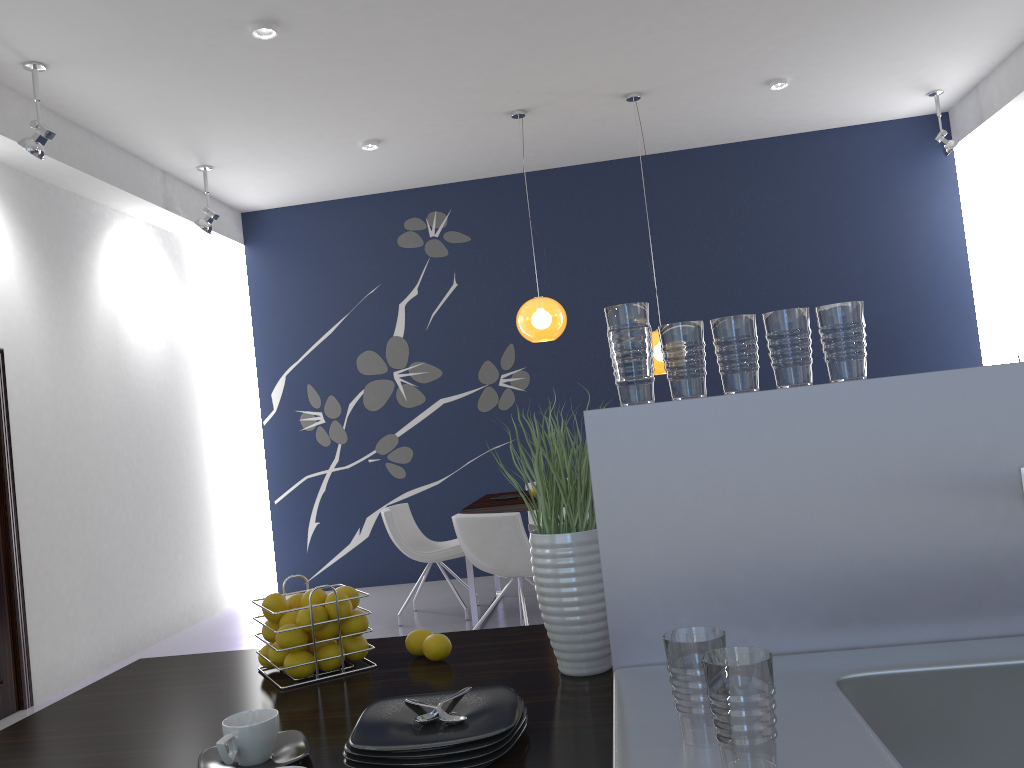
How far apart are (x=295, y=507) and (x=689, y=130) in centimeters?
471cm

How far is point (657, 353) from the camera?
6.0m

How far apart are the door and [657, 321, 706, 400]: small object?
4.9 meters

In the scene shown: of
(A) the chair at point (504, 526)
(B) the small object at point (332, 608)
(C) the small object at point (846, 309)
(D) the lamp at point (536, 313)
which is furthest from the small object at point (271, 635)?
(D) the lamp at point (536, 313)

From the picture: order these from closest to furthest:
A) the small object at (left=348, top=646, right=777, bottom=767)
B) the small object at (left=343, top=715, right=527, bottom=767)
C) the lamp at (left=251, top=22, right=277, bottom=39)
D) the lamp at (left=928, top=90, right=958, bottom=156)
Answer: the small object at (left=348, top=646, right=777, bottom=767) < the small object at (left=343, top=715, right=527, bottom=767) < the lamp at (left=251, top=22, right=277, bottom=39) < the lamp at (left=928, top=90, right=958, bottom=156)

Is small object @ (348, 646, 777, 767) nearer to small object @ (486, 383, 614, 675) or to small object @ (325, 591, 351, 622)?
small object @ (486, 383, 614, 675)

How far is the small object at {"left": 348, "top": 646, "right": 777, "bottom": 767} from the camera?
0.9m

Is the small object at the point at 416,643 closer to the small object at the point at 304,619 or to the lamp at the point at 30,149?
the small object at the point at 304,619

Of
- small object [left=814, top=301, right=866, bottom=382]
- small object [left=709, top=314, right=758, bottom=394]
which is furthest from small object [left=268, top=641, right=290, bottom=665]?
small object [left=814, top=301, right=866, bottom=382]

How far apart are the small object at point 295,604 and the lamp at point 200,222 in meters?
5.5 m
